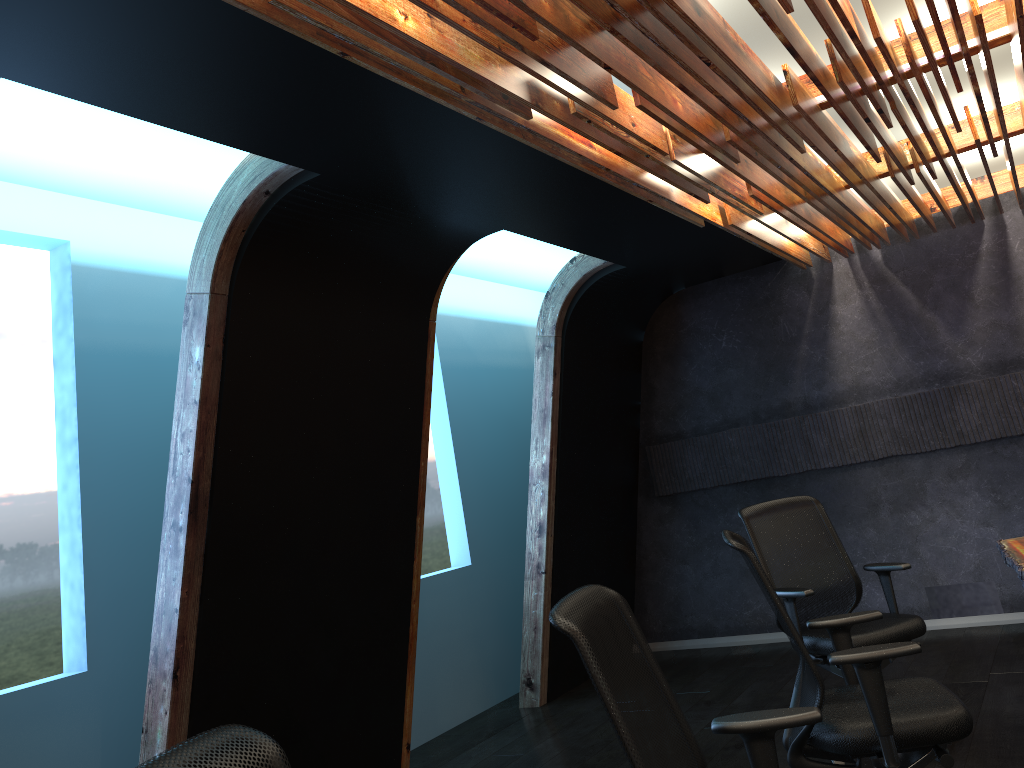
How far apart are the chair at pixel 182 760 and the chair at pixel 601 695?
0.8 meters

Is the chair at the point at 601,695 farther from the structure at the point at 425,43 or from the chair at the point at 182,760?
the structure at the point at 425,43

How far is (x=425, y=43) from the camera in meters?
2.7

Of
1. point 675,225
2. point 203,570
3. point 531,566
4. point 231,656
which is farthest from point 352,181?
point 531,566

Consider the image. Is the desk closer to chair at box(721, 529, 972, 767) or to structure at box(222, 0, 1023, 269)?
chair at box(721, 529, 972, 767)

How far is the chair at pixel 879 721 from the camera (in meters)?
2.99

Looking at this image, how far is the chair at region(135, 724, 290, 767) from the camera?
1.31m

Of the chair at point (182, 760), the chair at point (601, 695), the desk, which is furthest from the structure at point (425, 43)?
the desk

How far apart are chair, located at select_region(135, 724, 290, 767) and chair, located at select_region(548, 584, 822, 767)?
0.8 meters

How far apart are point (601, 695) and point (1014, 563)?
2.9m
